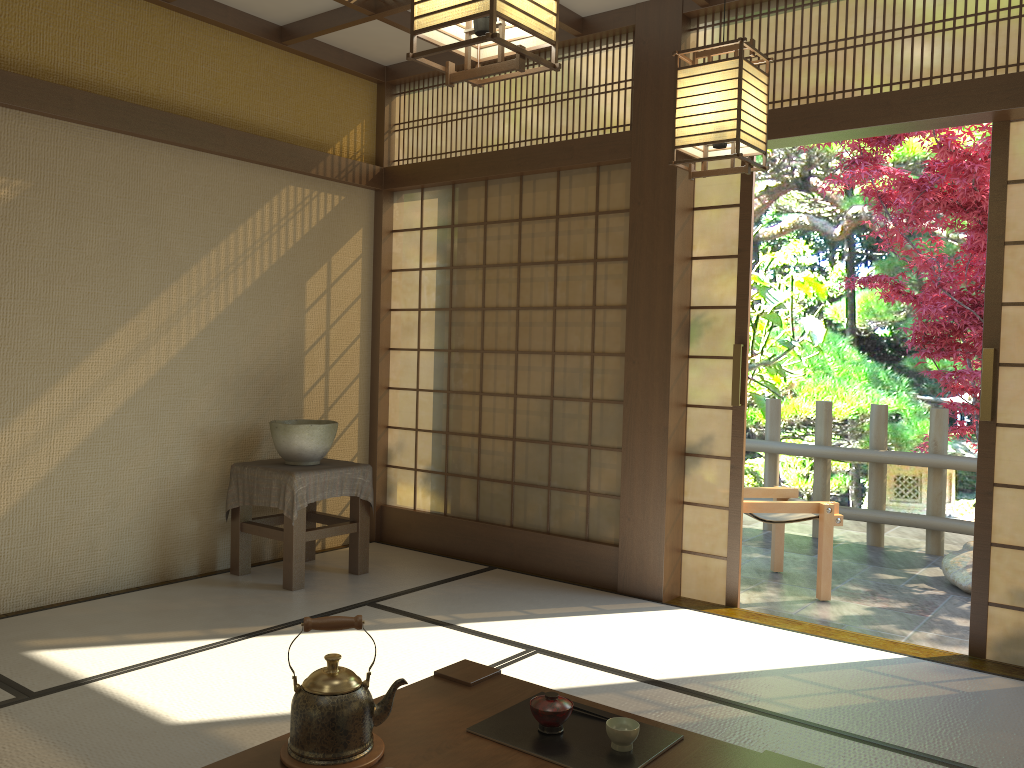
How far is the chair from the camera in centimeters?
488cm

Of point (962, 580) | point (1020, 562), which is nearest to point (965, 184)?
point (962, 580)

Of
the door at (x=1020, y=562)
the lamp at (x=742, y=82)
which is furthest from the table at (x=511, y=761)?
the door at (x=1020, y=562)

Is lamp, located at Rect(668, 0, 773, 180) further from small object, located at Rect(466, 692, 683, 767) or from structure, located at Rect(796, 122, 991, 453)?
structure, located at Rect(796, 122, 991, 453)

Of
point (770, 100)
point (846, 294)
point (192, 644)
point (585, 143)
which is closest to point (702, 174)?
point (770, 100)

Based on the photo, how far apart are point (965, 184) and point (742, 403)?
2.6 meters

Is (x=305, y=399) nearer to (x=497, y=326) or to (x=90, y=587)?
(x=497, y=326)

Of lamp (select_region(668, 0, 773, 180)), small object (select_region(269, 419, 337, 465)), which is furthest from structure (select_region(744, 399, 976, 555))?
lamp (select_region(668, 0, 773, 180))

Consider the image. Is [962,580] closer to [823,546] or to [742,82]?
[823,546]

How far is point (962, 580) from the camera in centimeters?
517cm
